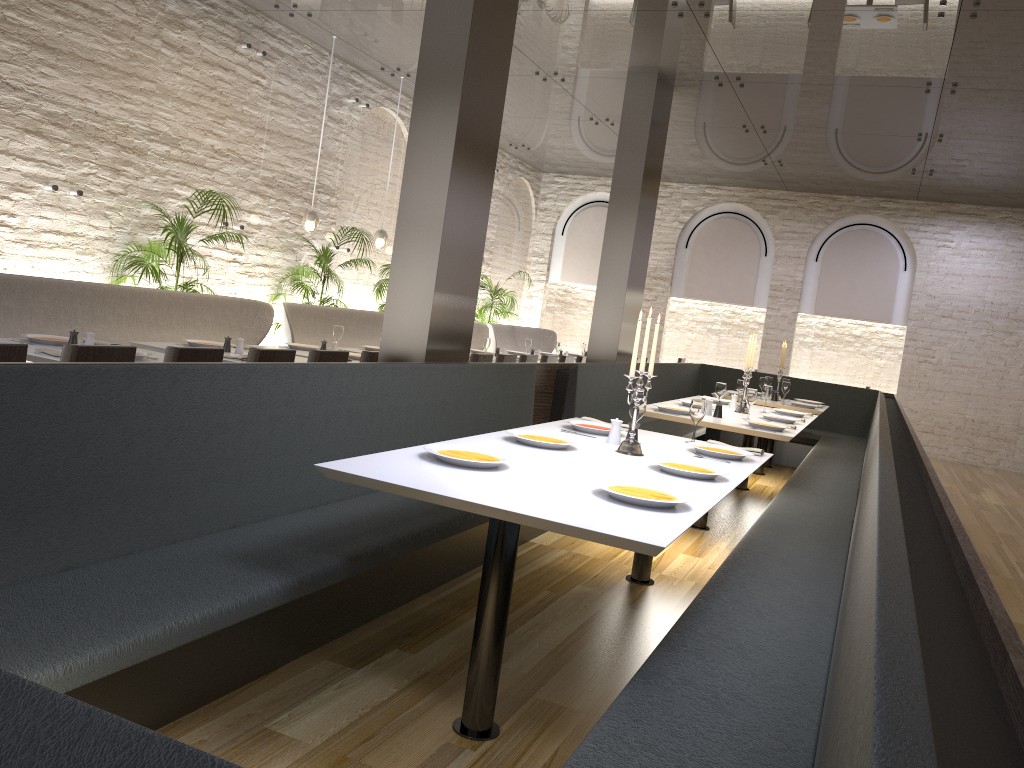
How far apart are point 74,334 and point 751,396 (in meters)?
4.48

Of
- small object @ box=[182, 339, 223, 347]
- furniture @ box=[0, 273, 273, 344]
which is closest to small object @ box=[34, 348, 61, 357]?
furniture @ box=[0, 273, 273, 344]

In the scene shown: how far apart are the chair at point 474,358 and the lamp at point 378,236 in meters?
3.2

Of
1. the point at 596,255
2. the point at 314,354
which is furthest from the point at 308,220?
the point at 596,255

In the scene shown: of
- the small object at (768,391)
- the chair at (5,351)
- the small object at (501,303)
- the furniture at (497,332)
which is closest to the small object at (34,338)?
the chair at (5,351)

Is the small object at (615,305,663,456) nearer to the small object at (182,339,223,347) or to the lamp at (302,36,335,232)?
the small object at (182,339,223,347)

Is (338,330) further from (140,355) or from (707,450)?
(707,450)

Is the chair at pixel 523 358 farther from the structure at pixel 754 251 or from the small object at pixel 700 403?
the structure at pixel 754 251

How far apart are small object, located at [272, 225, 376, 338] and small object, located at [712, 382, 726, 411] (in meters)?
4.31

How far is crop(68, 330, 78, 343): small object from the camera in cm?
487
